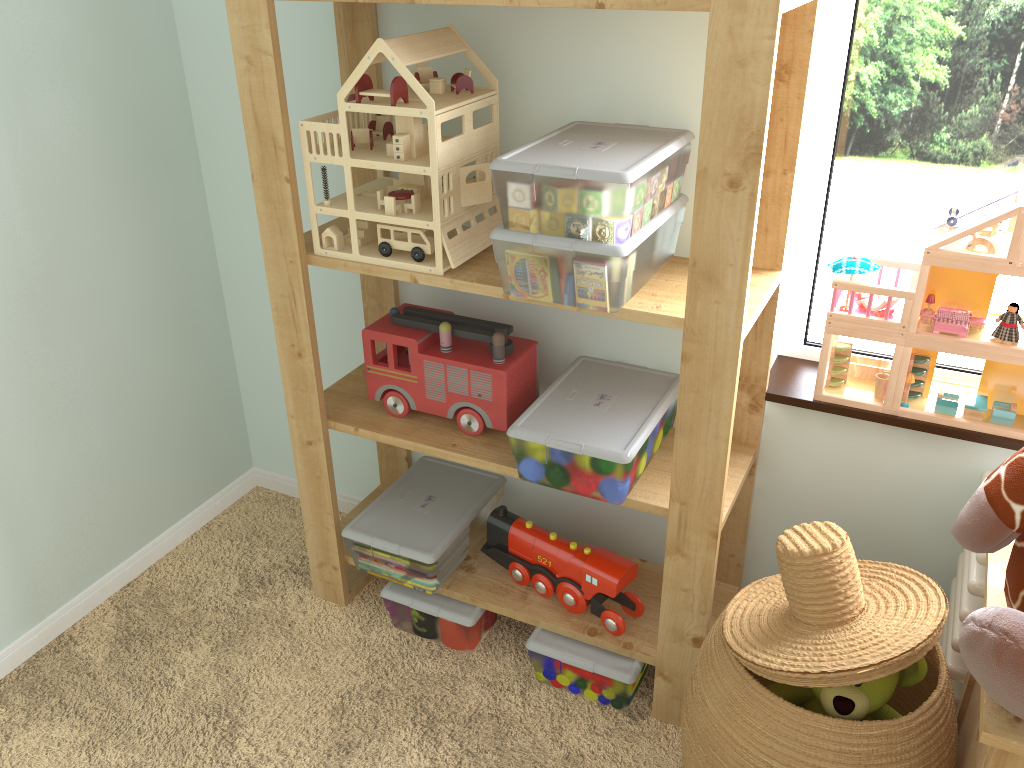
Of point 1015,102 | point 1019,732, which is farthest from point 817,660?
point 1015,102

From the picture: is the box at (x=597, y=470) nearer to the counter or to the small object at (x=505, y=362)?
the small object at (x=505, y=362)

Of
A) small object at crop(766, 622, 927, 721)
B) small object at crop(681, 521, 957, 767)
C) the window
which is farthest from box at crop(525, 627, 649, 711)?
the window

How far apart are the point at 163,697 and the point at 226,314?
0.8 meters

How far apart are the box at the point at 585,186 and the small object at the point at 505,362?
0.26m

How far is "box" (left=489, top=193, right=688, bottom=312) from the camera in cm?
114

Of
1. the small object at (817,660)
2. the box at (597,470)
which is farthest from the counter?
the box at (597,470)

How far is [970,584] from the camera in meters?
1.2 m

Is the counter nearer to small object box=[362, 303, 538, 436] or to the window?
the window

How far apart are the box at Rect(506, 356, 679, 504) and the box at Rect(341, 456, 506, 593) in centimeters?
27cm
